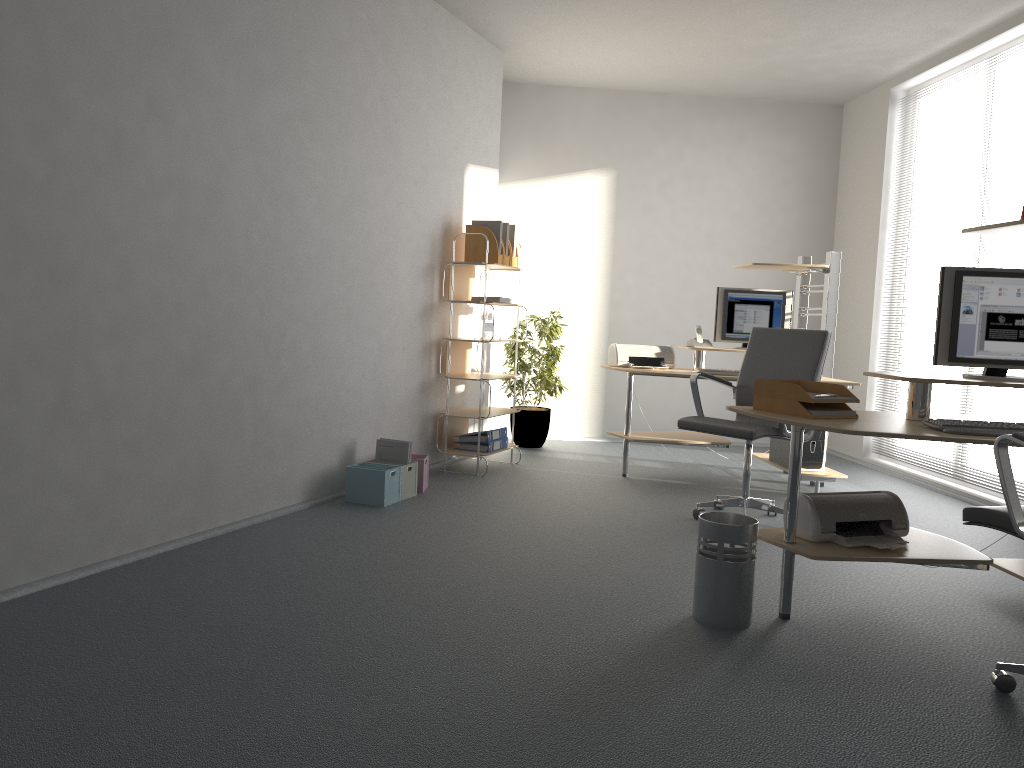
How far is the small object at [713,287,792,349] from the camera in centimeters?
Answer: 606cm

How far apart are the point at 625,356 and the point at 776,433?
1.67m

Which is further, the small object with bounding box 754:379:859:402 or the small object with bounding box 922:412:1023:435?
Answer: the small object with bounding box 754:379:859:402

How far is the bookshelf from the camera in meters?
5.8 m

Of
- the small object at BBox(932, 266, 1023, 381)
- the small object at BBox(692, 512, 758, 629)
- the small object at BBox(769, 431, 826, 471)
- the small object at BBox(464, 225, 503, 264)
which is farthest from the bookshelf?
the small object at BBox(932, 266, 1023, 381)

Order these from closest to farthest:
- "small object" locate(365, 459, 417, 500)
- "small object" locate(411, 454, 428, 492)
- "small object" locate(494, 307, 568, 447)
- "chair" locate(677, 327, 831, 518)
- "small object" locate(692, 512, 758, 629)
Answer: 1. "small object" locate(692, 512, 758, 629)
2. "chair" locate(677, 327, 831, 518)
3. "small object" locate(365, 459, 417, 500)
4. "small object" locate(411, 454, 428, 492)
5. "small object" locate(494, 307, 568, 447)

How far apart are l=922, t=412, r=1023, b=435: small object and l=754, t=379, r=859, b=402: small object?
0.31m

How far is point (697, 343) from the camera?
6.07m

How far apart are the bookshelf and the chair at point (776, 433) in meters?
1.4

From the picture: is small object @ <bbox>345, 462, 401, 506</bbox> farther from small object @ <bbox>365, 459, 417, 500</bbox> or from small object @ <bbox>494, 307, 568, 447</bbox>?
small object @ <bbox>494, 307, 568, 447</bbox>
